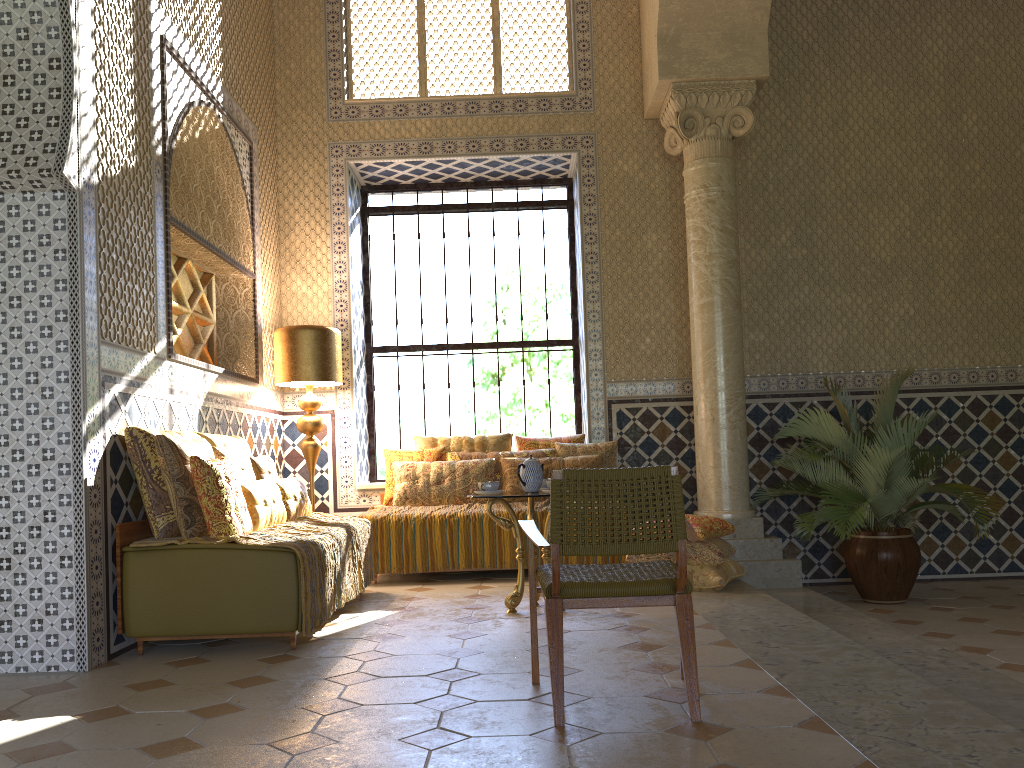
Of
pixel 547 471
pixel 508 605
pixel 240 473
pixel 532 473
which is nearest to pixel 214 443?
pixel 240 473

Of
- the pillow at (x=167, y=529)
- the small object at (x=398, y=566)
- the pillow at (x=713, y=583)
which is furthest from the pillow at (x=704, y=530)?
the pillow at (x=167, y=529)

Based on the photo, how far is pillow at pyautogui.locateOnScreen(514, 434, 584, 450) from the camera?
10.5 meters

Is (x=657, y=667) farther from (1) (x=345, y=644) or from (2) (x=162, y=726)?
(2) (x=162, y=726)

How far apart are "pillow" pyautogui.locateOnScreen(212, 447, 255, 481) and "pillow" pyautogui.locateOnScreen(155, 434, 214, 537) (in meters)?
0.15

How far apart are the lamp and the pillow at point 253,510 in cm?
226

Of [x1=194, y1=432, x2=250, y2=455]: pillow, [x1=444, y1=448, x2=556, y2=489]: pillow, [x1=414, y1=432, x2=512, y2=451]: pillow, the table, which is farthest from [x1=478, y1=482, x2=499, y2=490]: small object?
[x1=414, y1=432, x2=512, y2=451]: pillow

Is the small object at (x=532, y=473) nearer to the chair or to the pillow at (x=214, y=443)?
the chair

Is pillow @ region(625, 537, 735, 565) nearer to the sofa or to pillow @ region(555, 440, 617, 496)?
pillow @ region(555, 440, 617, 496)

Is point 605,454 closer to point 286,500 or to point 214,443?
point 286,500
